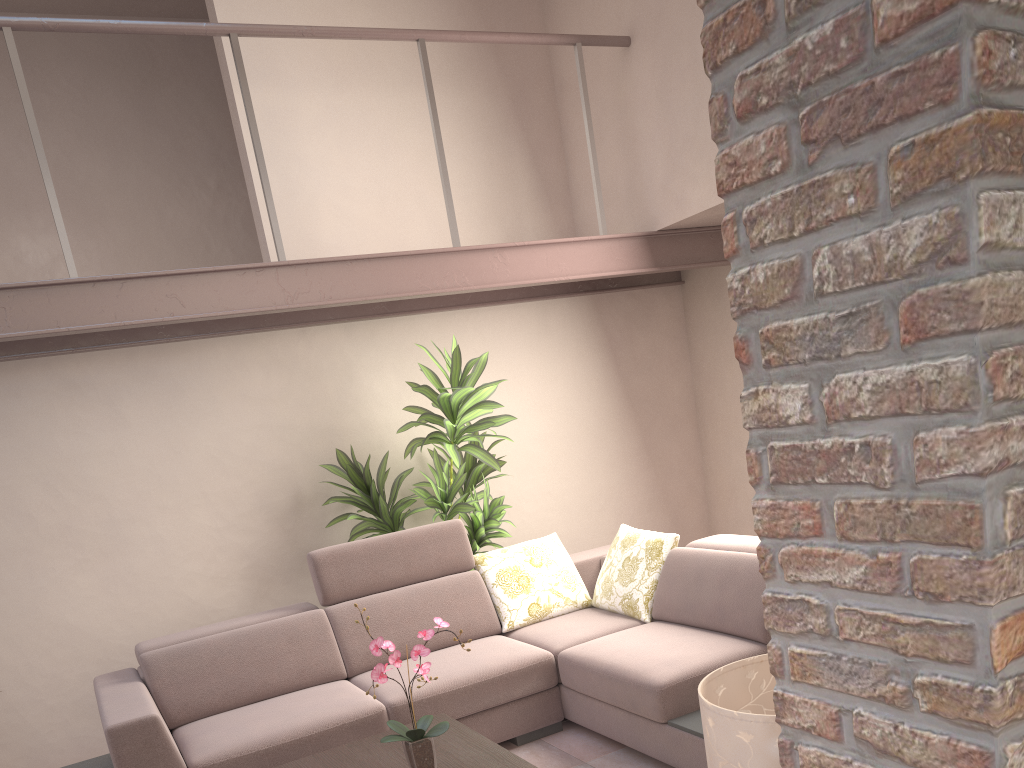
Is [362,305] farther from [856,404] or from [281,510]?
[856,404]

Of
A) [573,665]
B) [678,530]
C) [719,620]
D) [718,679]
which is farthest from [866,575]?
[678,530]

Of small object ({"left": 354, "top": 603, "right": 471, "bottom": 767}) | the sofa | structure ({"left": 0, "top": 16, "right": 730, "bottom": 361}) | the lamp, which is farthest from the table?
structure ({"left": 0, "top": 16, "right": 730, "bottom": 361})

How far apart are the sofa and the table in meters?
0.3

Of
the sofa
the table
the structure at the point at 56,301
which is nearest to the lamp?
the table

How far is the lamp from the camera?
1.61m

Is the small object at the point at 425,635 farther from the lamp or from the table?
the lamp

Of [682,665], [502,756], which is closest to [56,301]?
[502,756]

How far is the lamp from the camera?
1.6 meters

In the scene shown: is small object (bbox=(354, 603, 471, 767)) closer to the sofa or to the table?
the table
